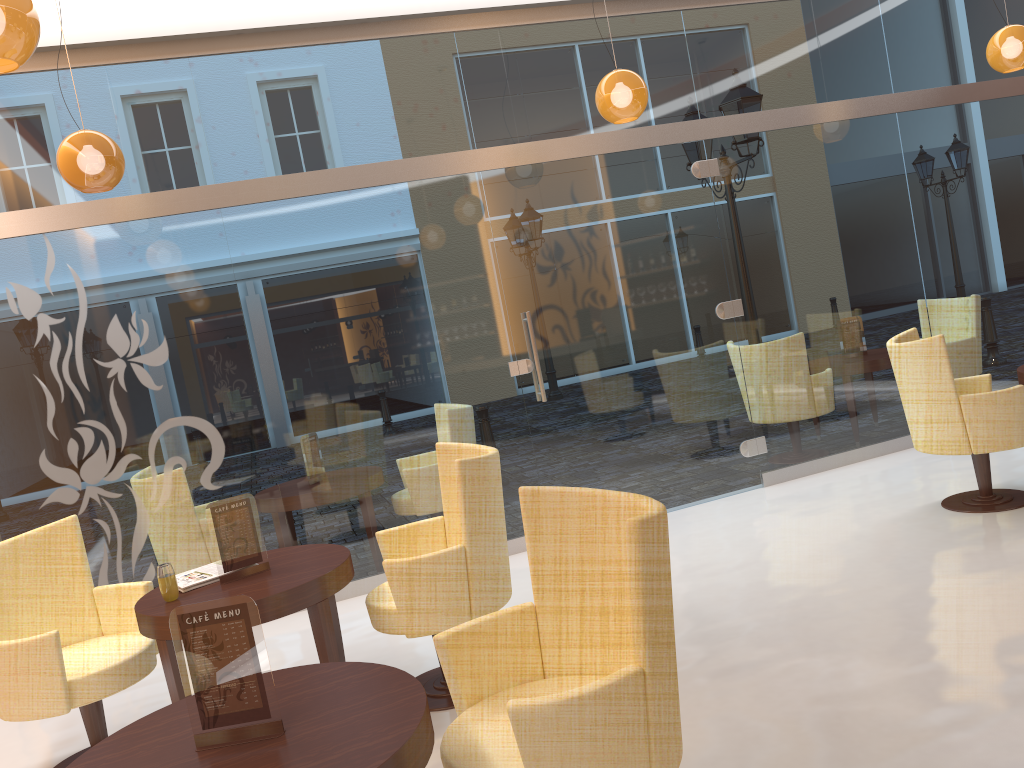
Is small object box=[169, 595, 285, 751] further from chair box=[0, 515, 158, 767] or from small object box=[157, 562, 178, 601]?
chair box=[0, 515, 158, 767]

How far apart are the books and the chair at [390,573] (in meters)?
0.64

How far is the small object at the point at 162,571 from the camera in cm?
347

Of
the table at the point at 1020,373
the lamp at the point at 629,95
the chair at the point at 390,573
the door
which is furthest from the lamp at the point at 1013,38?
the chair at the point at 390,573

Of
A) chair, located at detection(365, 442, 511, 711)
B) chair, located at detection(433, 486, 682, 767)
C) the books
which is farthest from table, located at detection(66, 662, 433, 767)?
the books

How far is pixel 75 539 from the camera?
4.0m

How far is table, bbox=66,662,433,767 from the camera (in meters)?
1.90

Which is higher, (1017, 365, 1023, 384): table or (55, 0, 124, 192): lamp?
(55, 0, 124, 192): lamp

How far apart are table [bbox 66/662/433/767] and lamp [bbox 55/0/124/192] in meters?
2.8

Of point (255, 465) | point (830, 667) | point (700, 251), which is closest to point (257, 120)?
point (255, 465)
